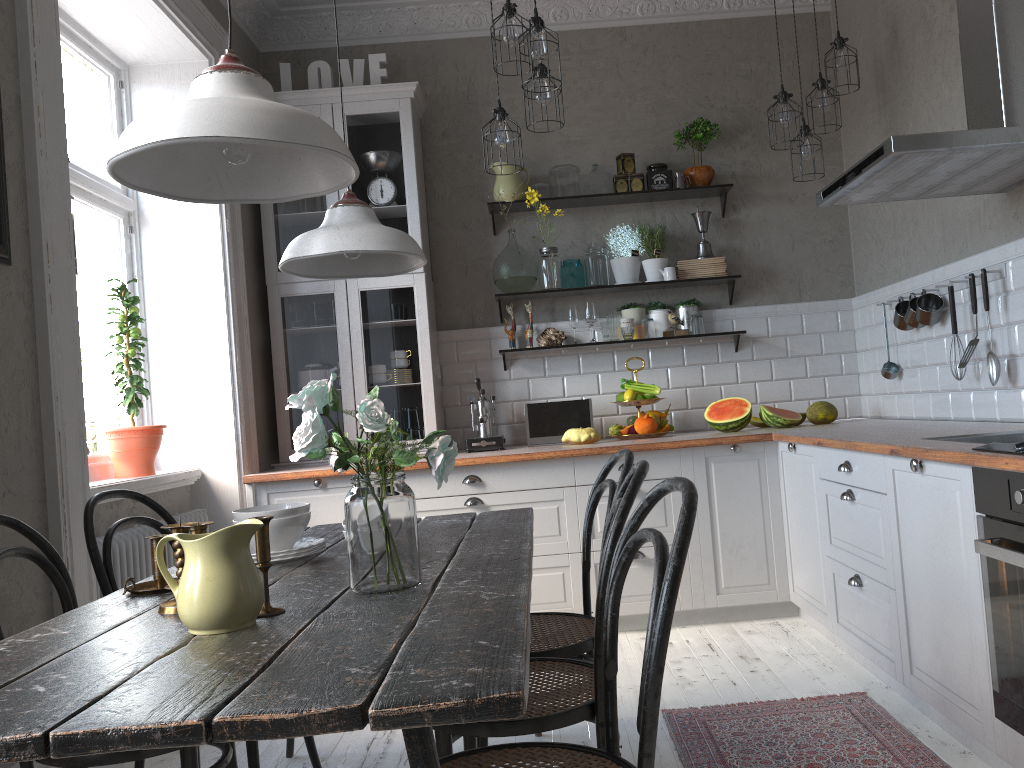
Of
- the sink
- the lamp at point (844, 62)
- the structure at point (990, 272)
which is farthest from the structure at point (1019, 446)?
the lamp at point (844, 62)

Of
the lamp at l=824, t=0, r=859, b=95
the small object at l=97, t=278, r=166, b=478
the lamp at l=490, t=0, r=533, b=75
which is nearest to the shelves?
the lamp at l=824, t=0, r=859, b=95

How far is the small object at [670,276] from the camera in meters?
4.7 m

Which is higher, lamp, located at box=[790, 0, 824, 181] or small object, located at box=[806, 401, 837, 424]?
lamp, located at box=[790, 0, 824, 181]

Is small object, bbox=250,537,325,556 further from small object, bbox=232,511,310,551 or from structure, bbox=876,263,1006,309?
structure, bbox=876,263,1006,309

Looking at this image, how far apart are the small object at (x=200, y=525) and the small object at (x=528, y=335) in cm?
327

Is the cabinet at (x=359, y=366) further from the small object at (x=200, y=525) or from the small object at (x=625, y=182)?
the small object at (x=200, y=525)

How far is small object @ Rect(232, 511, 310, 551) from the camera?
2.1m

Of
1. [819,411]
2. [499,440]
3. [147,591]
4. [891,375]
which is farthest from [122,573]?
[891,375]

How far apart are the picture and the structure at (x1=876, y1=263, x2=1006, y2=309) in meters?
3.2
